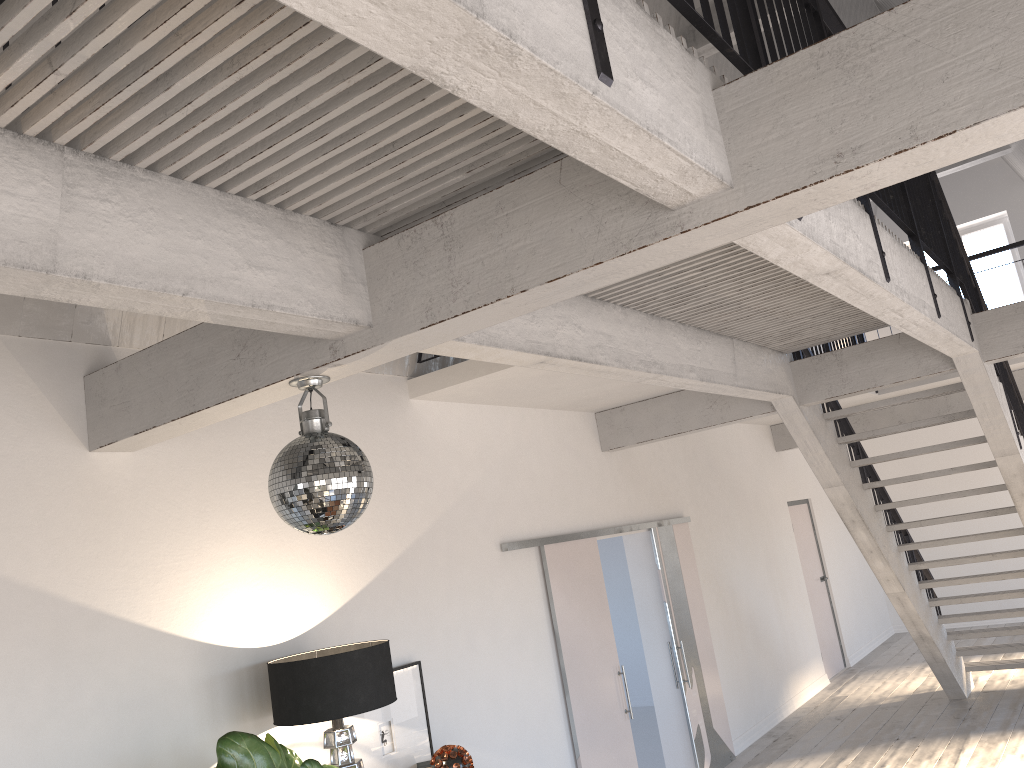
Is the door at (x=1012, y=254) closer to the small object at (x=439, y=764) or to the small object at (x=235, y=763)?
the small object at (x=439, y=764)

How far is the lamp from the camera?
3.56m

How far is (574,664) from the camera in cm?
589

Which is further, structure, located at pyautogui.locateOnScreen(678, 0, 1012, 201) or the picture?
structure, located at pyautogui.locateOnScreen(678, 0, 1012, 201)

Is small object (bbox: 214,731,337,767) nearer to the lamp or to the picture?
the lamp

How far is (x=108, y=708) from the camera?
3.4 meters

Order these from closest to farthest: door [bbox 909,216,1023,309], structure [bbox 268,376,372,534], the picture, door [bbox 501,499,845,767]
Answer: structure [bbox 268,376,372,534] → the picture → door [bbox 501,499,845,767] → door [bbox 909,216,1023,309]

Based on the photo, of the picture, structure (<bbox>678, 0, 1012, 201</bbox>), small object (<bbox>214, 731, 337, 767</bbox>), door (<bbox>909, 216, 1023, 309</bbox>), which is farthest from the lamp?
door (<bbox>909, 216, 1023, 309</bbox>)

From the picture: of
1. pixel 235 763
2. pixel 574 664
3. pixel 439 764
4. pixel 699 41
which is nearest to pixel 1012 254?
pixel 699 41

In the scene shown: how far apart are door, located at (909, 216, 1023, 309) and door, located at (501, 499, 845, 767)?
4.3 meters
